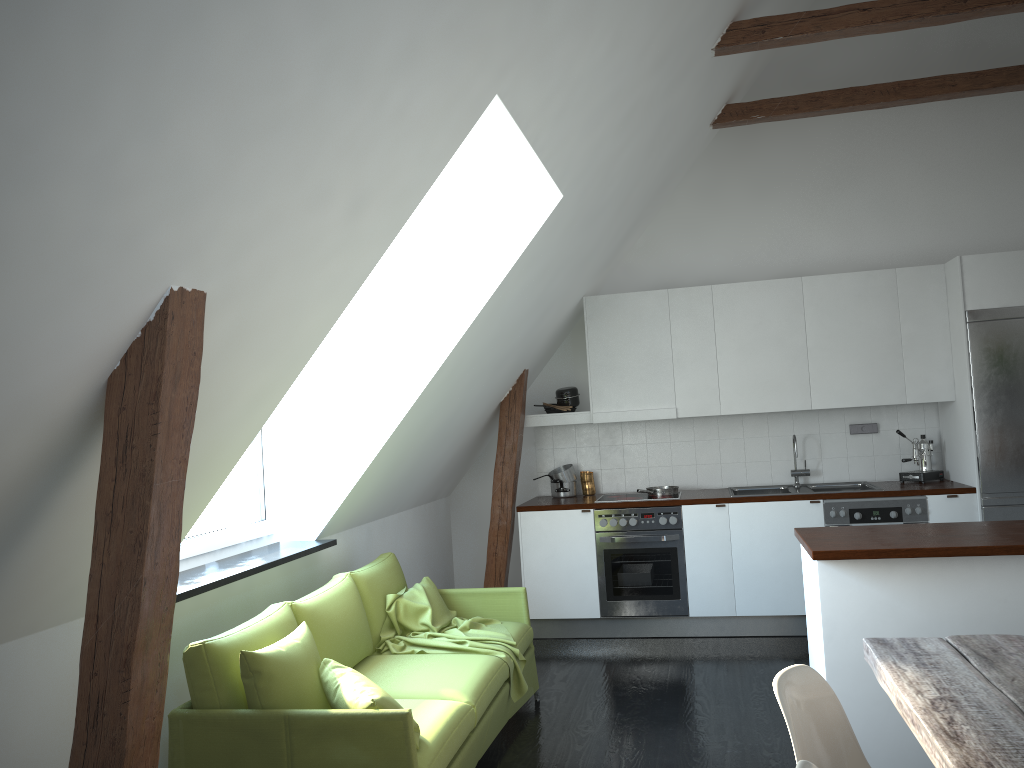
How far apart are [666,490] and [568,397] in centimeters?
99cm

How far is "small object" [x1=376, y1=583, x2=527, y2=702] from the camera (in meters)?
4.17

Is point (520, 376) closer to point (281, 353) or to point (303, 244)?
point (281, 353)

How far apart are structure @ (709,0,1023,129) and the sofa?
3.2m

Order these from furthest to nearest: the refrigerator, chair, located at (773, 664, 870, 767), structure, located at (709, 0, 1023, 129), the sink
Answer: the sink
the refrigerator
structure, located at (709, 0, 1023, 129)
chair, located at (773, 664, 870, 767)

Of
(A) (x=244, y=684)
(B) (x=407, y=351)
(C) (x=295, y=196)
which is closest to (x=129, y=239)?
(C) (x=295, y=196)

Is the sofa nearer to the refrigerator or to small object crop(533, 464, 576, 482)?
small object crop(533, 464, 576, 482)

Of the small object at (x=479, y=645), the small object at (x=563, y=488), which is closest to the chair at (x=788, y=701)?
the small object at (x=479, y=645)

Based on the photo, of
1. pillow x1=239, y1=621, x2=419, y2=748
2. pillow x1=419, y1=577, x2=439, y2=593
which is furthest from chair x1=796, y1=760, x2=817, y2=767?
pillow x1=419, y1=577, x2=439, y2=593

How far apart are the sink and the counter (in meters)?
0.05
